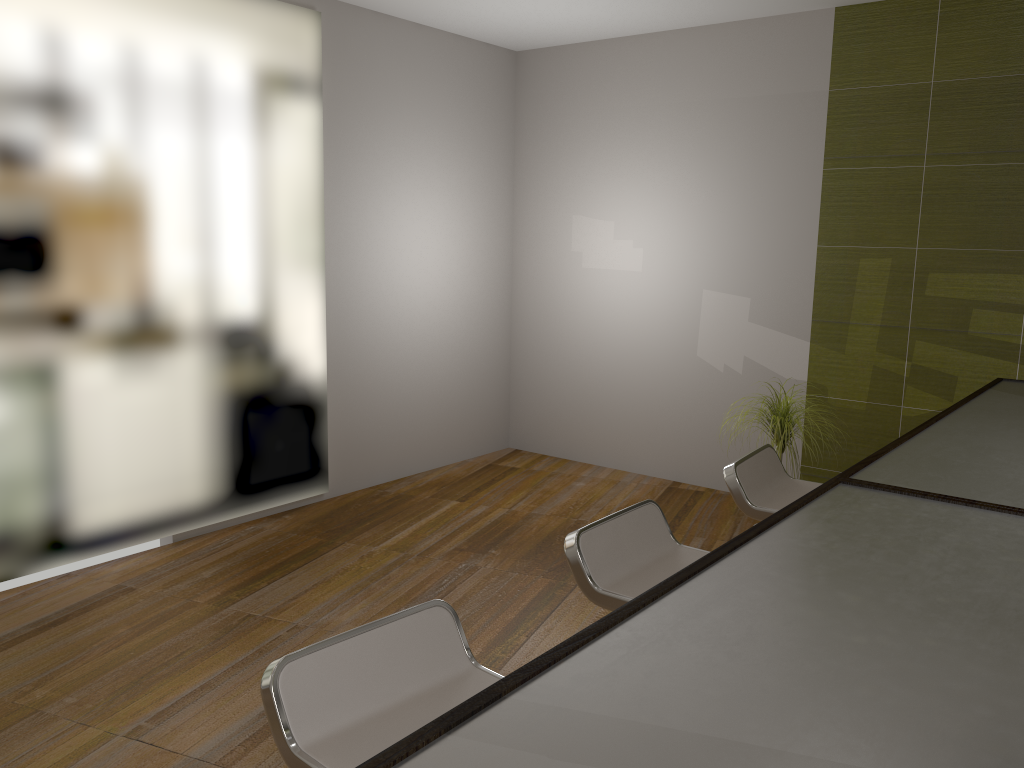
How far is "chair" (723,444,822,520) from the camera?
2.6 meters

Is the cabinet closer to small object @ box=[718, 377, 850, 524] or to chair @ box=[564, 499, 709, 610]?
chair @ box=[564, 499, 709, 610]

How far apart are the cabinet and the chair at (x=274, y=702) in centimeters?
61cm

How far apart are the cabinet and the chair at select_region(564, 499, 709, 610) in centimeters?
62cm

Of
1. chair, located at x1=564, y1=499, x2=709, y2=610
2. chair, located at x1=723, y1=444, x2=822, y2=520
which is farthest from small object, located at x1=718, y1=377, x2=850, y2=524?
chair, located at x1=564, y1=499, x2=709, y2=610

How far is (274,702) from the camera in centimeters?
137cm

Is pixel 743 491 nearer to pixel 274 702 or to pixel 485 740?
pixel 274 702

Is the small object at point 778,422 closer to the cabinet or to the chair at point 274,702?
the cabinet

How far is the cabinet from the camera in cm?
70

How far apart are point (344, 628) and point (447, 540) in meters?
1.1 m
